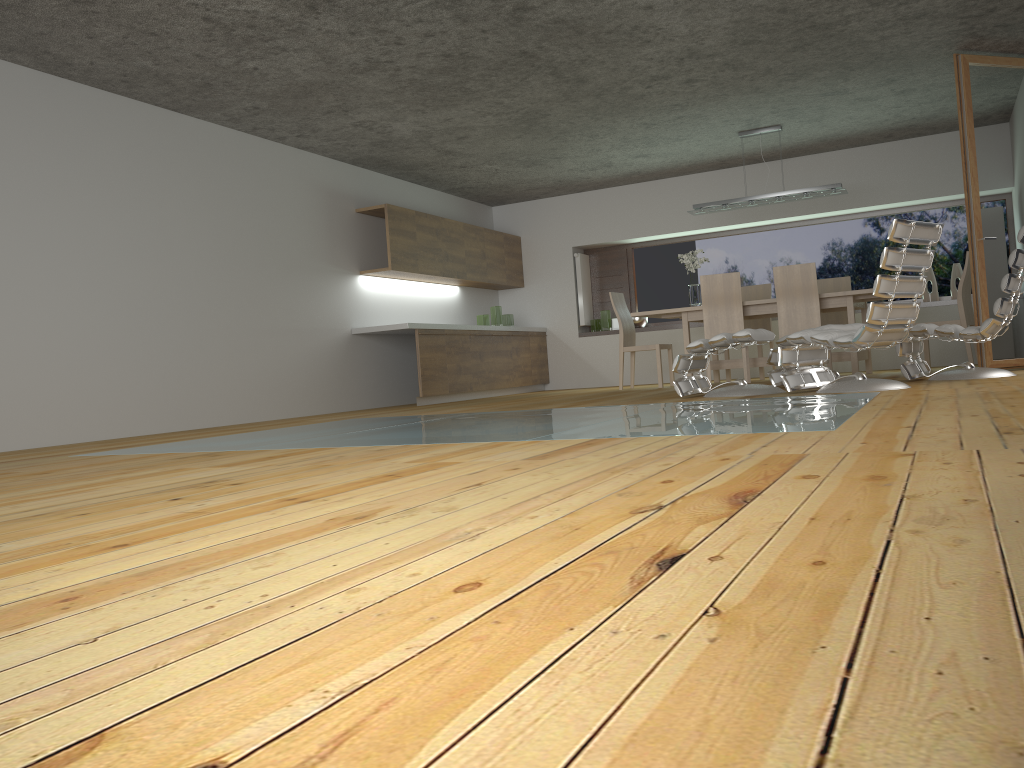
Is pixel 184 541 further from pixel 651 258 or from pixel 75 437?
→ pixel 651 258

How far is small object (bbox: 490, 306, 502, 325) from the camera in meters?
10.5

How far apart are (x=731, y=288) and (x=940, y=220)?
3.4m

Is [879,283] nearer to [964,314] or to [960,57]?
[960,57]

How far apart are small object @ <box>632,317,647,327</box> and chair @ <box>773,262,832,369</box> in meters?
3.2 m

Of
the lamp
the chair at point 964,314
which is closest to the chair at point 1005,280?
the chair at point 964,314

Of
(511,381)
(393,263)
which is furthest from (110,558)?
(511,381)

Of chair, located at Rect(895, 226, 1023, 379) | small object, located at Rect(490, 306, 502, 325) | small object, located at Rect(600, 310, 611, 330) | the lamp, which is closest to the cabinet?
small object, located at Rect(490, 306, 502, 325)

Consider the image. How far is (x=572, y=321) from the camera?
11.17m

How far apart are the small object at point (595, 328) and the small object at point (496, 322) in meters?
1.4
